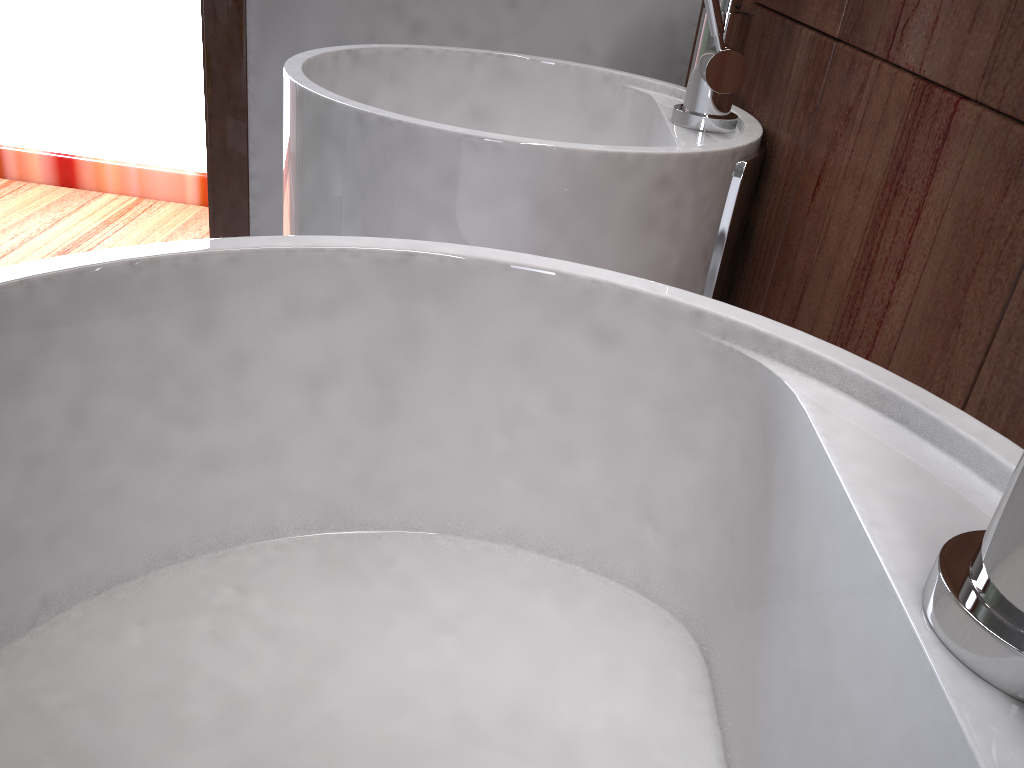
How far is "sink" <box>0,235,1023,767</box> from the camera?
0.3 meters

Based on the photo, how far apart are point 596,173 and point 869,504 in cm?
39

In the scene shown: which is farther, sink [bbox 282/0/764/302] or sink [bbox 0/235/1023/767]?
sink [bbox 282/0/764/302]

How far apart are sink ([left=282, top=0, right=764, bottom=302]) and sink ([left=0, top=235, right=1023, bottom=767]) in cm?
Result: 22

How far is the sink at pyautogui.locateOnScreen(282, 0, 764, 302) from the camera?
0.6 meters

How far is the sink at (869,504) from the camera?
0.3m

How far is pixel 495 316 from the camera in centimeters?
40cm

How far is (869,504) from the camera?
0.3 meters

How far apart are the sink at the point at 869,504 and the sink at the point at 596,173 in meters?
0.2
